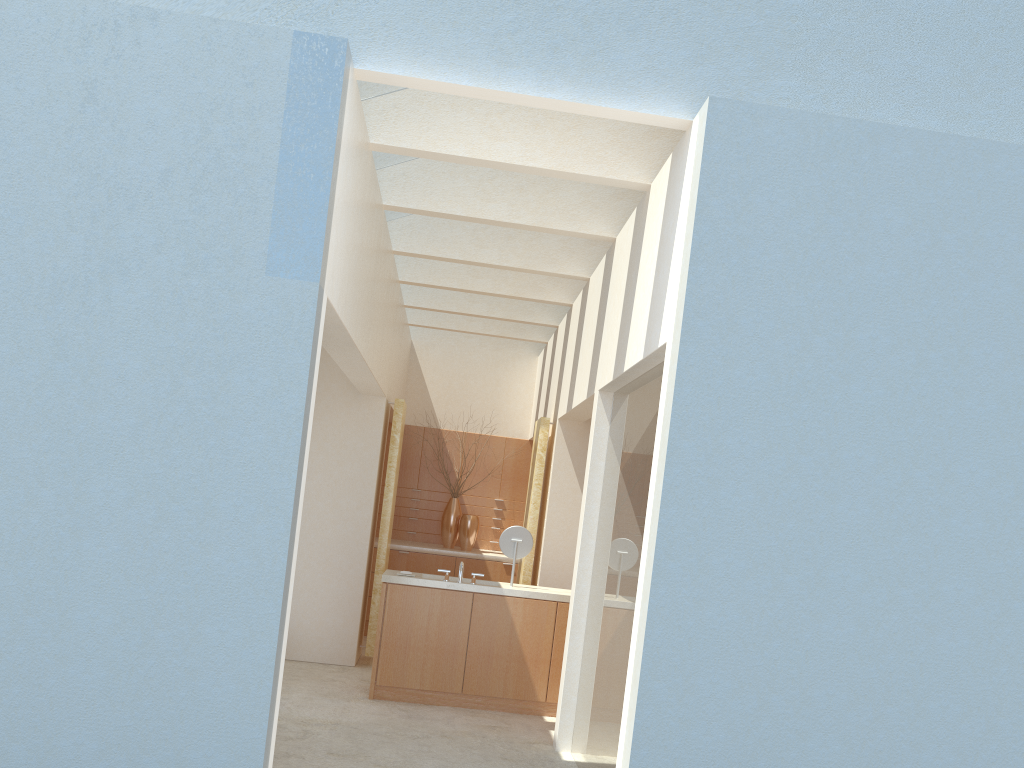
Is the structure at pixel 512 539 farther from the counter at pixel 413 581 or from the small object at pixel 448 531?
the small object at pixel 448 531

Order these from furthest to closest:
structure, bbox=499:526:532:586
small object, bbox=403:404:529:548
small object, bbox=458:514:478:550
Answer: small object, bbox=403:404:529:548 → small object, bbox=458:514:478:550 → structure, bbox=499:526:532:586

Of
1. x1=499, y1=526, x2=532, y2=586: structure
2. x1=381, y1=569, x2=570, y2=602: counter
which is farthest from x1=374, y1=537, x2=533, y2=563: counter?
x1=499, y1=526, x2=532, y2=586: structure

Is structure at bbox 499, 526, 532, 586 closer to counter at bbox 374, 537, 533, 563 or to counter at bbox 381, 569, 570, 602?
counter at bbox 381, 569, 570, 602

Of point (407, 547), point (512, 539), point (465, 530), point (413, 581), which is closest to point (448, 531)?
point (465, 530)

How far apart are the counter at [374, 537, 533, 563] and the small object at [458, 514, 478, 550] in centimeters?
23cm

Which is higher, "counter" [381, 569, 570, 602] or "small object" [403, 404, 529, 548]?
"small object" [403, 404, 529, 548]

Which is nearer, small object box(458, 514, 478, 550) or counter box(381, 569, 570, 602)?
counter box(381, 569, 570, 602)

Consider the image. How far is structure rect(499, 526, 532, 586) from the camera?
16.3m

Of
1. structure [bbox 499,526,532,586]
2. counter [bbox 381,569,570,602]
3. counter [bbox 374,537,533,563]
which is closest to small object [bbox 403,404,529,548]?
counter [bbox 374,537,533,563]
